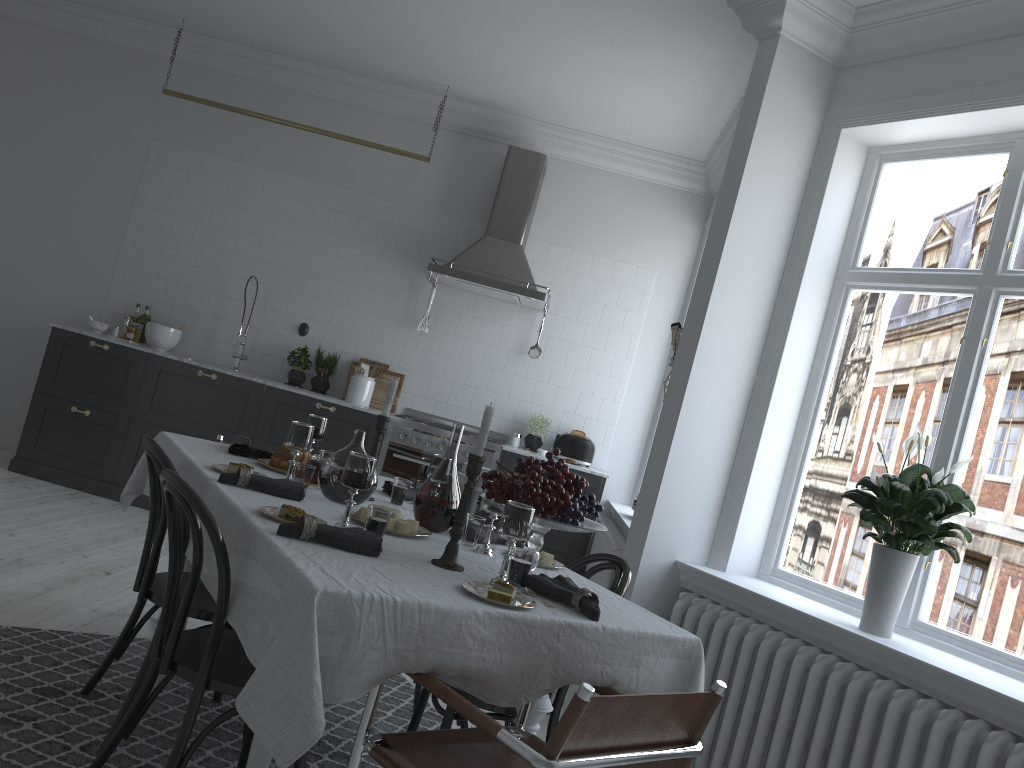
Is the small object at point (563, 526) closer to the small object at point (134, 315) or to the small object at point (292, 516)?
the small object at point (292, 516)

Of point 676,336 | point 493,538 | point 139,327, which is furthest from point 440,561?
point 139,327

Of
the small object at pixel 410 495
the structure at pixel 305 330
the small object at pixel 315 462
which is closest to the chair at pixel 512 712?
the small object at pixel 410 495

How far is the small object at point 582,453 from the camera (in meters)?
6.19

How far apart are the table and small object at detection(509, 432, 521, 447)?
3.0 meters

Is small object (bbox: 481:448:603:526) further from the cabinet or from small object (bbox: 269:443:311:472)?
Result: the cabinet

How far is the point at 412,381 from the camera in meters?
6.5 m

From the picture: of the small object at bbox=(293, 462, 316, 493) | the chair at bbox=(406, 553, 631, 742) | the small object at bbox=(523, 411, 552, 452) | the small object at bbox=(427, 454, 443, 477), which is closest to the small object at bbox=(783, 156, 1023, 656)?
the chair at bbox=(406, 553, 631, 742)

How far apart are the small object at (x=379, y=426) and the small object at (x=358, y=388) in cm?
317

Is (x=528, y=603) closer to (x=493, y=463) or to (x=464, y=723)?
(x=464, y=723)
